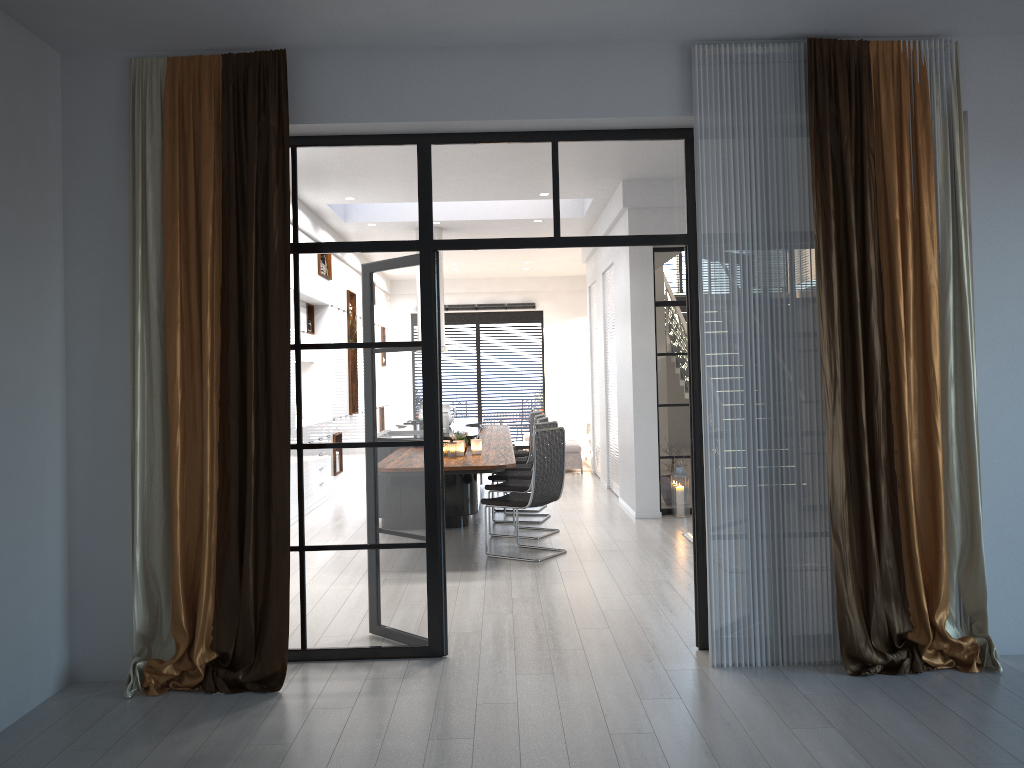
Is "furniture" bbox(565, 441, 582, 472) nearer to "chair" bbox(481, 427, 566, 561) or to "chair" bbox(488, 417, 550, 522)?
"chair" bbox(488, 417, 550, 522)

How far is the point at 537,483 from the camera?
6.9 meters

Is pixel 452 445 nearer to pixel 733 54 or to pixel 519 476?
pixel 519 476

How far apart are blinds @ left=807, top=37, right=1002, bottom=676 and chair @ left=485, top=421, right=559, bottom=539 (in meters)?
3.83

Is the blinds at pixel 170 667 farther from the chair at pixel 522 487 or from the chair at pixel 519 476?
the chair at pixel 519 476

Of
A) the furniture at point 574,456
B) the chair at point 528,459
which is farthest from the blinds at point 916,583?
the furniture at point 574,456

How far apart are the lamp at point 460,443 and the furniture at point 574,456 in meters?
5.8

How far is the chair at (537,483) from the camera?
6.9 meters

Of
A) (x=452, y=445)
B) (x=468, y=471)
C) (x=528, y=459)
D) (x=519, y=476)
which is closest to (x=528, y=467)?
(x=528, y=459)

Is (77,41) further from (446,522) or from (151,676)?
(446,522)
